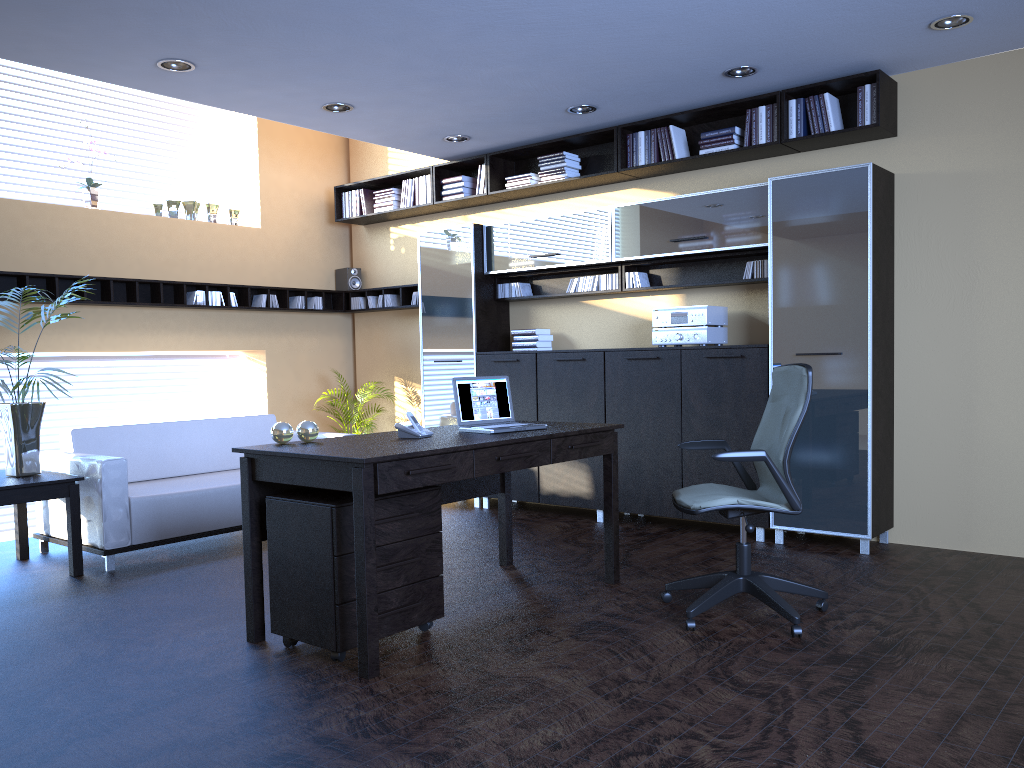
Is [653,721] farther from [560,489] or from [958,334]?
[560,489]

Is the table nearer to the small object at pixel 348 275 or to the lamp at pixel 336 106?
the lamp at pixel 336 106

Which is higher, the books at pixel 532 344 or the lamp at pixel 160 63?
the lamp at pixel 160 63

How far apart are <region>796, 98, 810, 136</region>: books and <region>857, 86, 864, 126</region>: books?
0.4 meters

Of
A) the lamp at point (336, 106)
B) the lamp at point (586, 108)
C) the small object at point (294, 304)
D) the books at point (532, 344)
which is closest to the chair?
the lamp at point (586, 108)

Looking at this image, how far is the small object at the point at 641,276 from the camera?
6.8 meters

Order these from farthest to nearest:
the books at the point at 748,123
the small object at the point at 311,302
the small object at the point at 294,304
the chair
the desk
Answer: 1. the small object at the point at 311,302
2. the small object at the point at 294,304
3. the books at the point at 748,123
4. the chair
5. the desk

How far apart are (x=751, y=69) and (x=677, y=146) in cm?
96

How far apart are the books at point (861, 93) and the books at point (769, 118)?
0.6m

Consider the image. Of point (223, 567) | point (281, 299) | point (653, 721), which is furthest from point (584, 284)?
point (653, 721)
